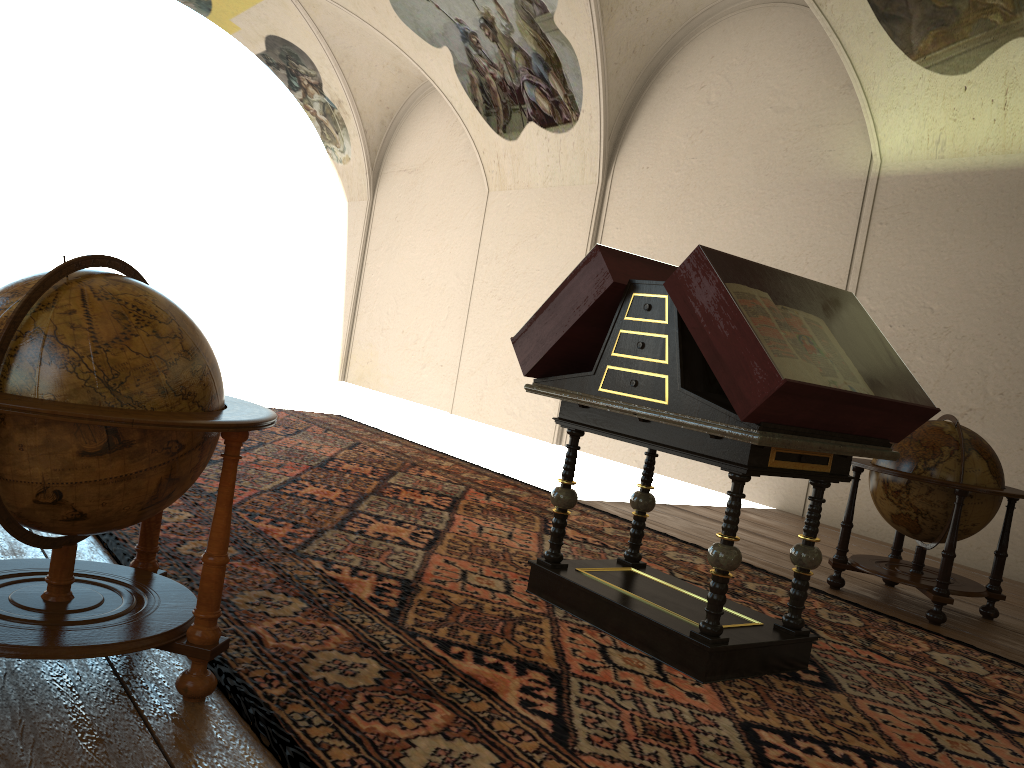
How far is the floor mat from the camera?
3.11m

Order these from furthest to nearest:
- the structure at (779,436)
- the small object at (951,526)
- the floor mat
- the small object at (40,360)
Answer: the small object at (951,526), the structure at (779,436), the floor mat, the small object at (40,360)

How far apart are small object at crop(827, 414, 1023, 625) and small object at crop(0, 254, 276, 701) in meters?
4.6 m

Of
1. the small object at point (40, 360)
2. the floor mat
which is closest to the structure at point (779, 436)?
the floor mat

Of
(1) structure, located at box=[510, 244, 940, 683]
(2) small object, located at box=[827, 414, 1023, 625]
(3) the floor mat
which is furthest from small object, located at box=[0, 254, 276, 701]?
(2) small object, located at box=[827, 414, 1023, 625]

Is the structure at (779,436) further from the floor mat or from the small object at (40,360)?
the small object at (40,360)

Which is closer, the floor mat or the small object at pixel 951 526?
the floor mat

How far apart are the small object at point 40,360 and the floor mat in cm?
9

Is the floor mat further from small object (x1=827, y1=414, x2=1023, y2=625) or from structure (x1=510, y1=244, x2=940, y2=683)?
small object (x1=827, y1=414, x2=1023, y2=625)

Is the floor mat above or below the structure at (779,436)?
below
